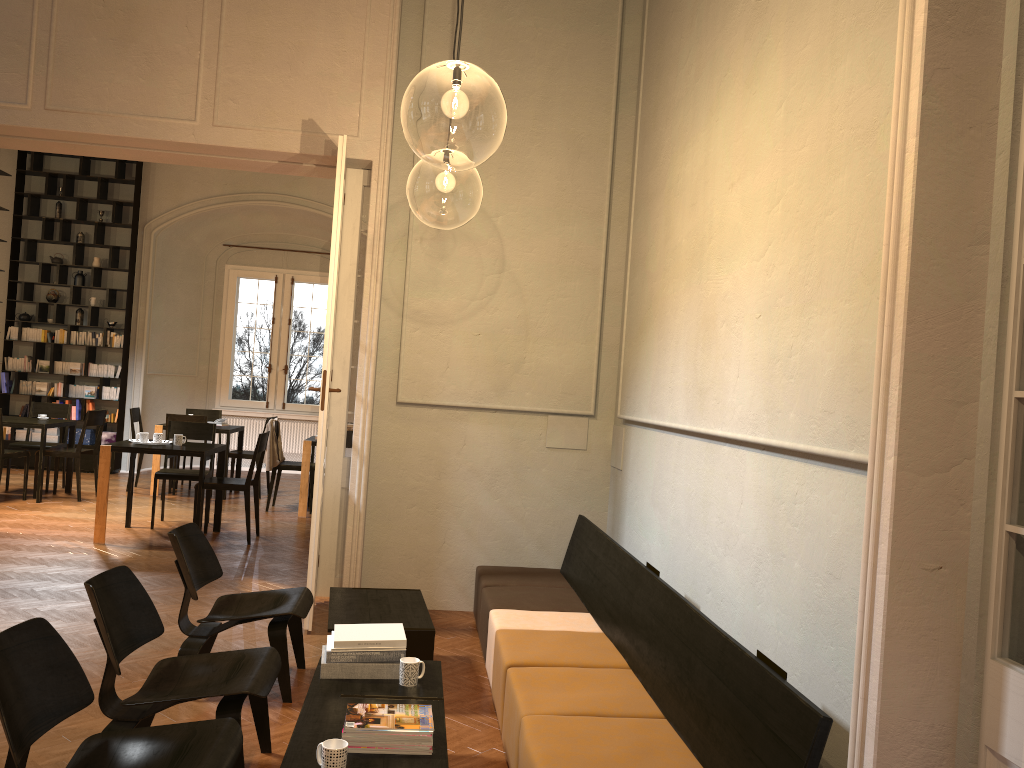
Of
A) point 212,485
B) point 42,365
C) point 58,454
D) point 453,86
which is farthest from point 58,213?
point 453,86

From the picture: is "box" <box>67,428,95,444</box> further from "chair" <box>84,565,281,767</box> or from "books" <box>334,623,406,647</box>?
"books" <box>334,623,406,647</box>

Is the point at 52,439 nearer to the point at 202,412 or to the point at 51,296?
the point at 51,296

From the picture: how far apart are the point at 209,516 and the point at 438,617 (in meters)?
4.62

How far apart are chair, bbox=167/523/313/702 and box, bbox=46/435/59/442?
9.4m

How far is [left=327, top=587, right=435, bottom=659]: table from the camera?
4.55m

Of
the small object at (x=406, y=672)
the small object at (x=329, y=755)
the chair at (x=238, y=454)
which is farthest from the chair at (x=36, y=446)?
the small object at (x=329, y=755)

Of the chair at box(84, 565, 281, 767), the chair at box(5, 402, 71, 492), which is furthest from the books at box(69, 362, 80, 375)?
the chair at box(84, 565, 281, 767)

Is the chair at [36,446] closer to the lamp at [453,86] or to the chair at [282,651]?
the lamp at [453,86]

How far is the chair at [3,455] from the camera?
9.7 meters
